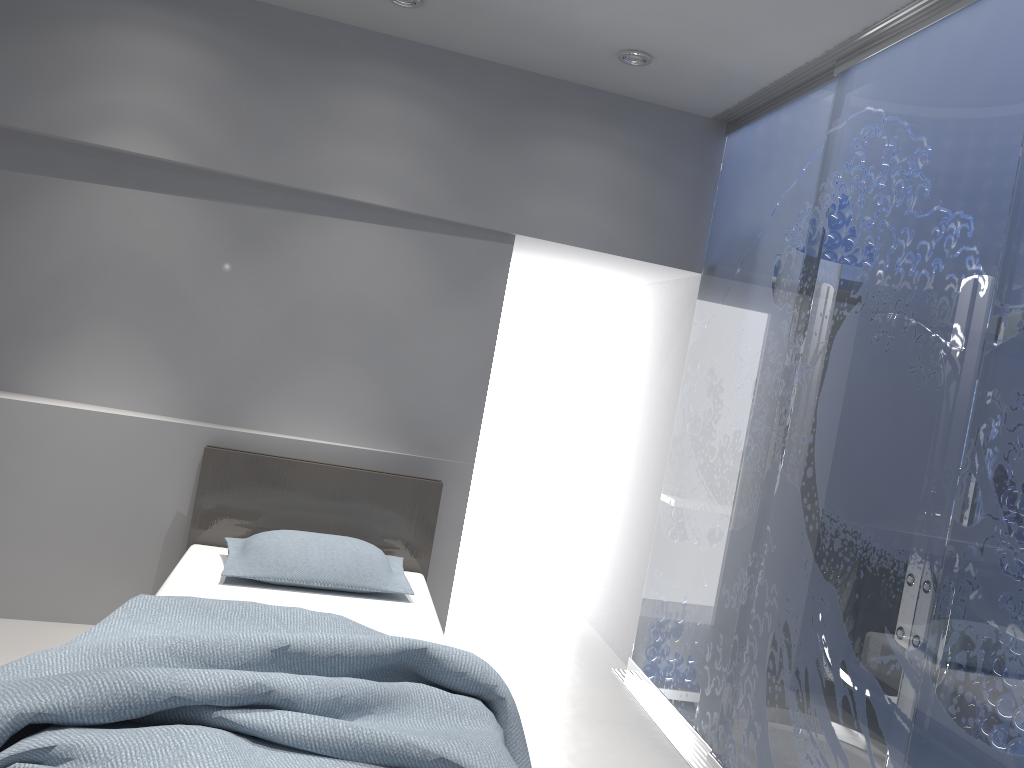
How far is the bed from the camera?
1.8 meters

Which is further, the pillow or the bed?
the pillow

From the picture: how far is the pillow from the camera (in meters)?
3.29

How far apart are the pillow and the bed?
0.0m

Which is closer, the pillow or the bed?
the bed

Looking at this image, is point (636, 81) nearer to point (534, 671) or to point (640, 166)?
point (640, 166)

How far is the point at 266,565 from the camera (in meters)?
3.29

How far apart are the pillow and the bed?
0.03m

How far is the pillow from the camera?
3.3 meters
